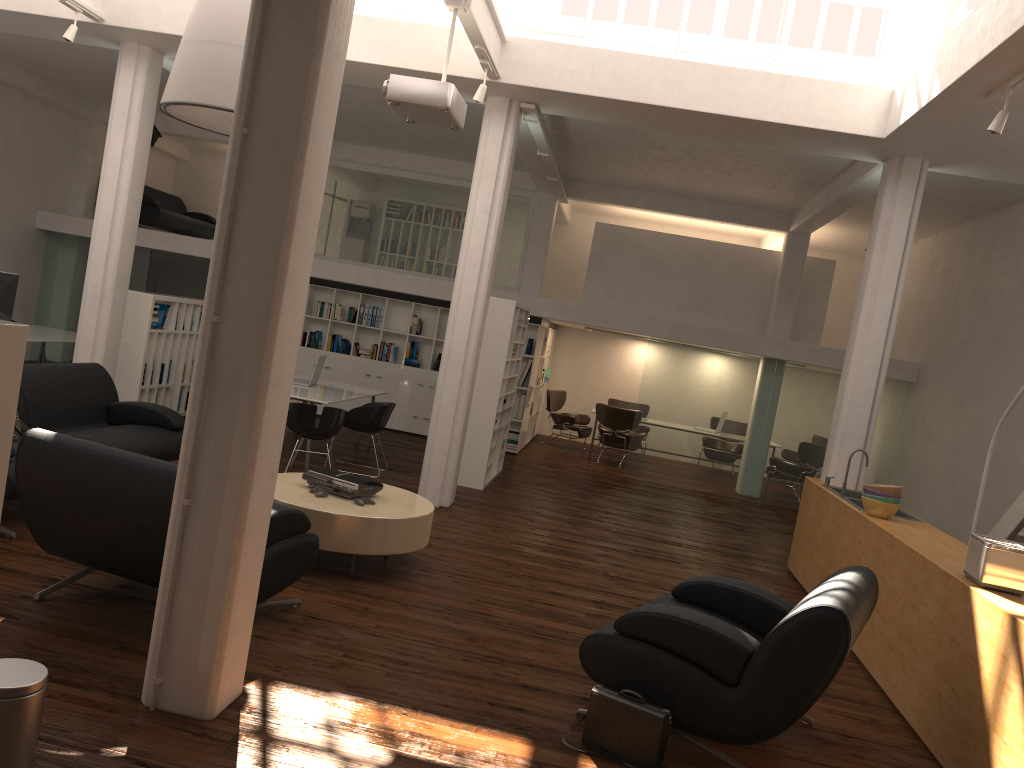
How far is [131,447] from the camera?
8.4 meters

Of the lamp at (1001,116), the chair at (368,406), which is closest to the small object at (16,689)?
the lamp at (1001,116)

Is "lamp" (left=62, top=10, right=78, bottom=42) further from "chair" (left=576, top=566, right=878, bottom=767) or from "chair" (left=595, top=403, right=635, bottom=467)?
"chair" (left=595, top=403, right=635, bottom=467)

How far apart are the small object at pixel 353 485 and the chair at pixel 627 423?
9.96m

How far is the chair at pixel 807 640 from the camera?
4.7 meters

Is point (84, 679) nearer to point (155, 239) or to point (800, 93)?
point (800, 93)

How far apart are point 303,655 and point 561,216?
15.3m

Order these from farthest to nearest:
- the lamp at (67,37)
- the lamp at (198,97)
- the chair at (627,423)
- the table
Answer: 1. the chair at (627,423)
2. the lamp at (67,37)
3. the lamp at (198,97)
4. the table

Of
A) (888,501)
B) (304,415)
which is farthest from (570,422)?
(888,501)

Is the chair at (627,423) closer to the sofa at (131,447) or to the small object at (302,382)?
the small object at (302,382)
